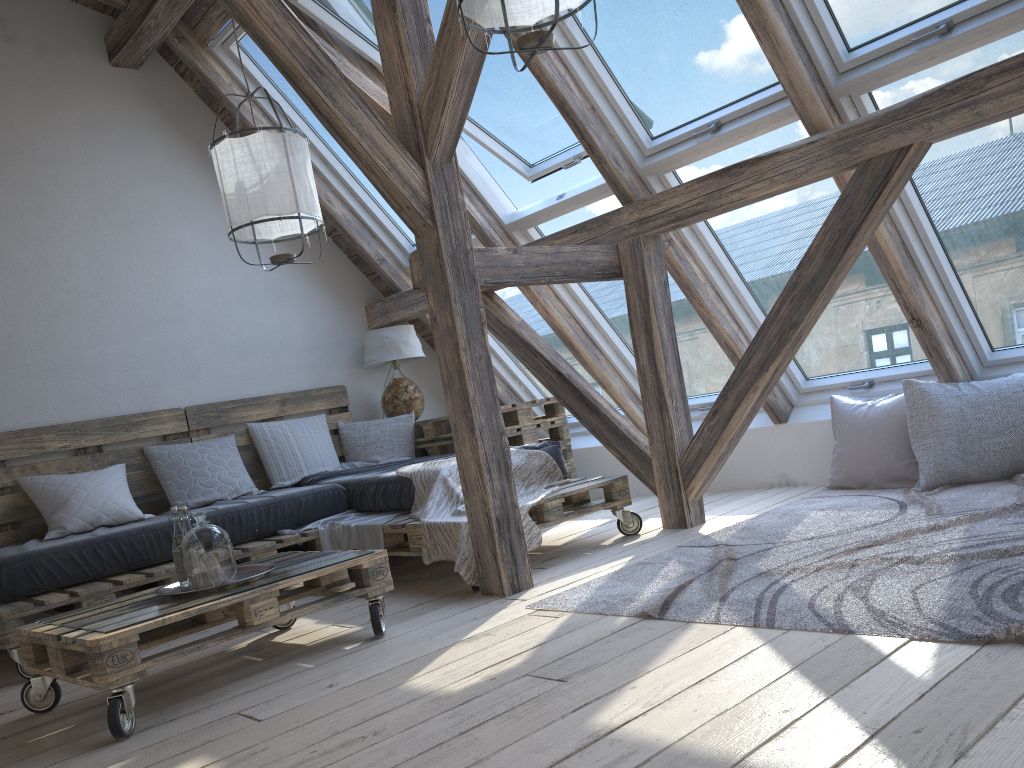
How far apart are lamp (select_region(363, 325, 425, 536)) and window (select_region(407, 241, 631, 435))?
0.51m

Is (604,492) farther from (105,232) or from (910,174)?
(105,232)

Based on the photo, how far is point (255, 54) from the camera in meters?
4.8

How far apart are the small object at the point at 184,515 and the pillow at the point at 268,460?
1.90m

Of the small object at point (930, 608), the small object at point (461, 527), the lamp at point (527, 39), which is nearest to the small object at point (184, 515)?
the small object at point (461, 527)

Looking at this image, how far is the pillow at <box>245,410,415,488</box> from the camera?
4.9 meters

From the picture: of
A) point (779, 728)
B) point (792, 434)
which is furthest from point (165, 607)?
point (792, 434)

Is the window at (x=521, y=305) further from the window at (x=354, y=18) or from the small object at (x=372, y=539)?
the small object at (x=372, y=539)

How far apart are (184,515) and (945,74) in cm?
310

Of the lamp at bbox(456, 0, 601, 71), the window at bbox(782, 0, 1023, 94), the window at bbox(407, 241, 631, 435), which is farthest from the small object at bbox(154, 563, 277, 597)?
the window at bbox(782, 0, 1023, 94)
